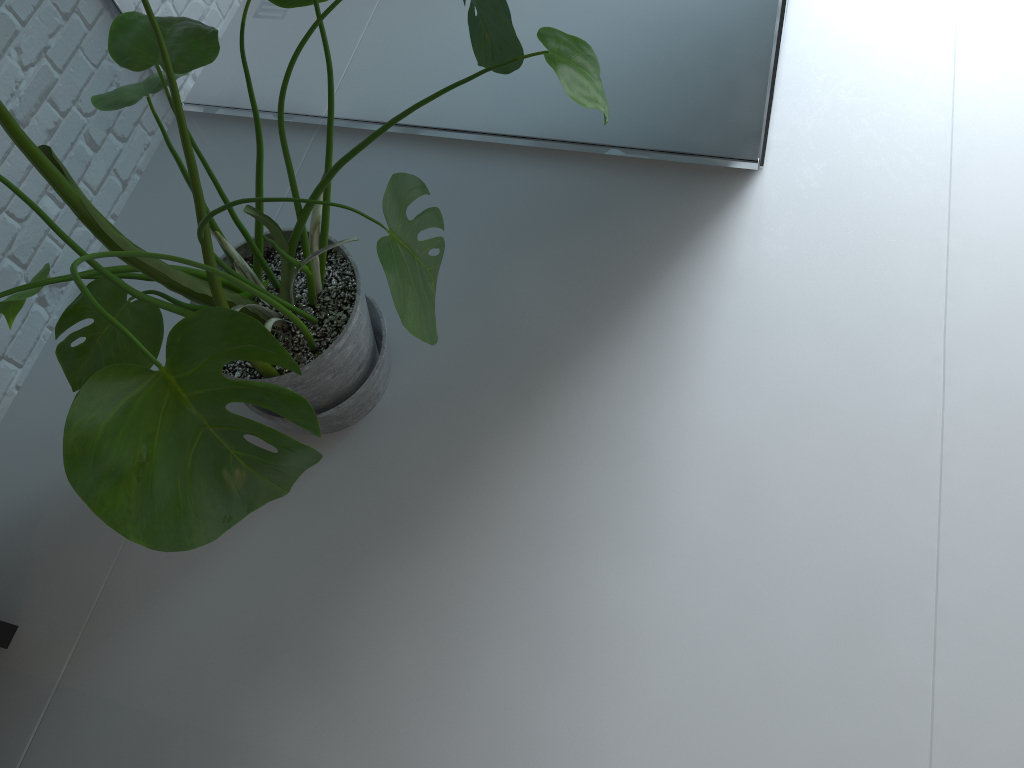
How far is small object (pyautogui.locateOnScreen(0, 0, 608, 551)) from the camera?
0.8 meters

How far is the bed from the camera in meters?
1.6

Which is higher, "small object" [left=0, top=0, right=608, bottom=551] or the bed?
"small object" [left=0, top=0, right=608, bottom=551]

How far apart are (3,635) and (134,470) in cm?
100

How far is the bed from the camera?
1.6m

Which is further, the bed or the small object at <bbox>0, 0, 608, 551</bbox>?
the bed

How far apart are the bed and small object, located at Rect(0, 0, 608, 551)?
0.5 meters

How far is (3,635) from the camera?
1.6m
